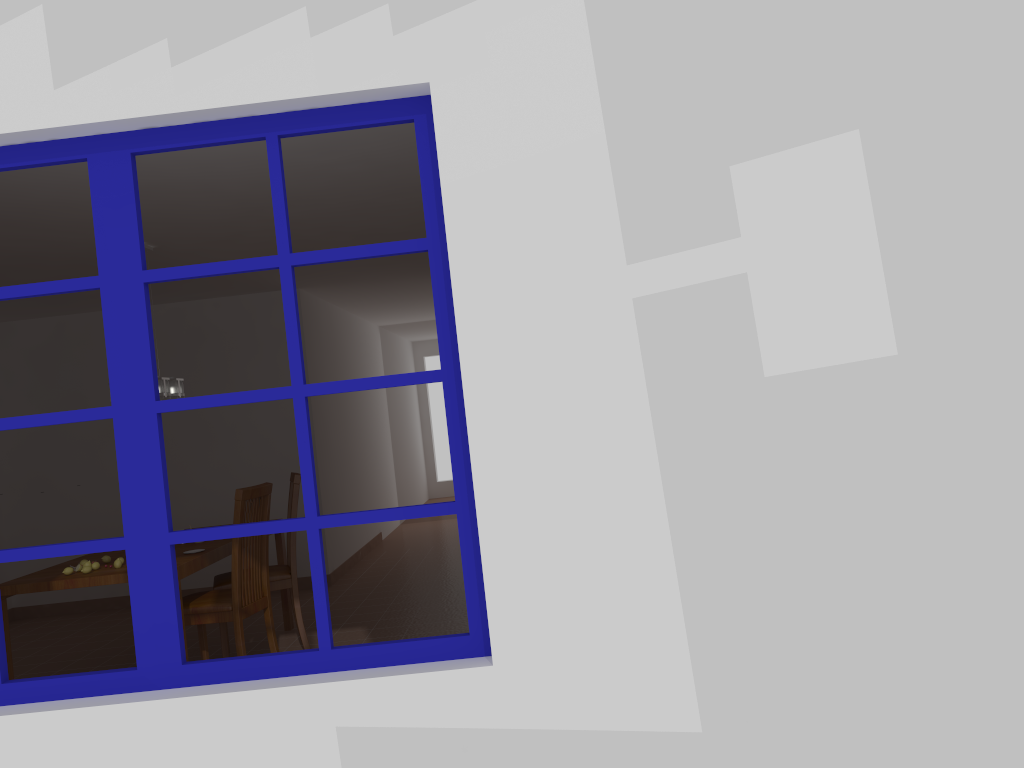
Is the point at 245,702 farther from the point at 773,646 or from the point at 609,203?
the point at 609,203

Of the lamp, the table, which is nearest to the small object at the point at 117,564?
the table

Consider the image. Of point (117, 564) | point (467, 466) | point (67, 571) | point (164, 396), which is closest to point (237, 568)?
point (117, 564)

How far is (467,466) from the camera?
2.24m

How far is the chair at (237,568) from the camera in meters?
4.5

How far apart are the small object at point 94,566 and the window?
2.3m

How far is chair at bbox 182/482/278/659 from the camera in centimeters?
448cm

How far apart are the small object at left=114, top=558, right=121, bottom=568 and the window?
2.2m

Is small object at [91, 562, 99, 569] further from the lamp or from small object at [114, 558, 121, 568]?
the lamp

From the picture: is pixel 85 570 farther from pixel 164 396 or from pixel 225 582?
pixel 164 396
